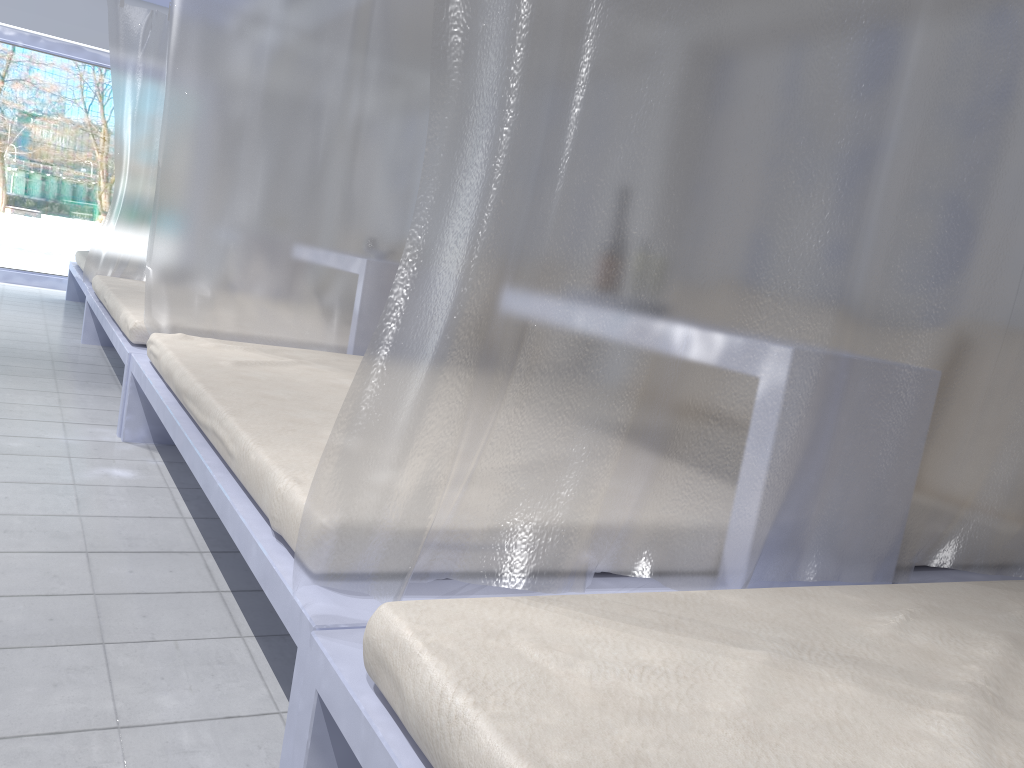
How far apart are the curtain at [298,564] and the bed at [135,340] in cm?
216

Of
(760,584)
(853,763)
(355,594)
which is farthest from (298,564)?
(760,584)

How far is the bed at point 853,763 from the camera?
0.8 meters

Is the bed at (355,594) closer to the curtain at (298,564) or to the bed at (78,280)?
the curtain at (298,564)

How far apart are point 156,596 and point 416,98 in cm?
214

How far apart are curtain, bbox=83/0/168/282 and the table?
4.4 meters

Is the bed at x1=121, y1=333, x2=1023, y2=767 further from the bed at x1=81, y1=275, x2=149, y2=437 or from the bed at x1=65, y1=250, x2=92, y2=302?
the bed at x1=65, y1=250, x2=92, y2=302

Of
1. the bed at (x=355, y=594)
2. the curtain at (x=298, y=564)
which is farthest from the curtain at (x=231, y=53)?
the curtain at (x=298, y=564)

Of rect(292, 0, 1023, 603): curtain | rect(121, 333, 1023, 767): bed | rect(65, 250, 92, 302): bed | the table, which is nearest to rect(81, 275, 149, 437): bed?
rect(121, 333, 1023, 767): bed

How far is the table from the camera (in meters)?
1.60
